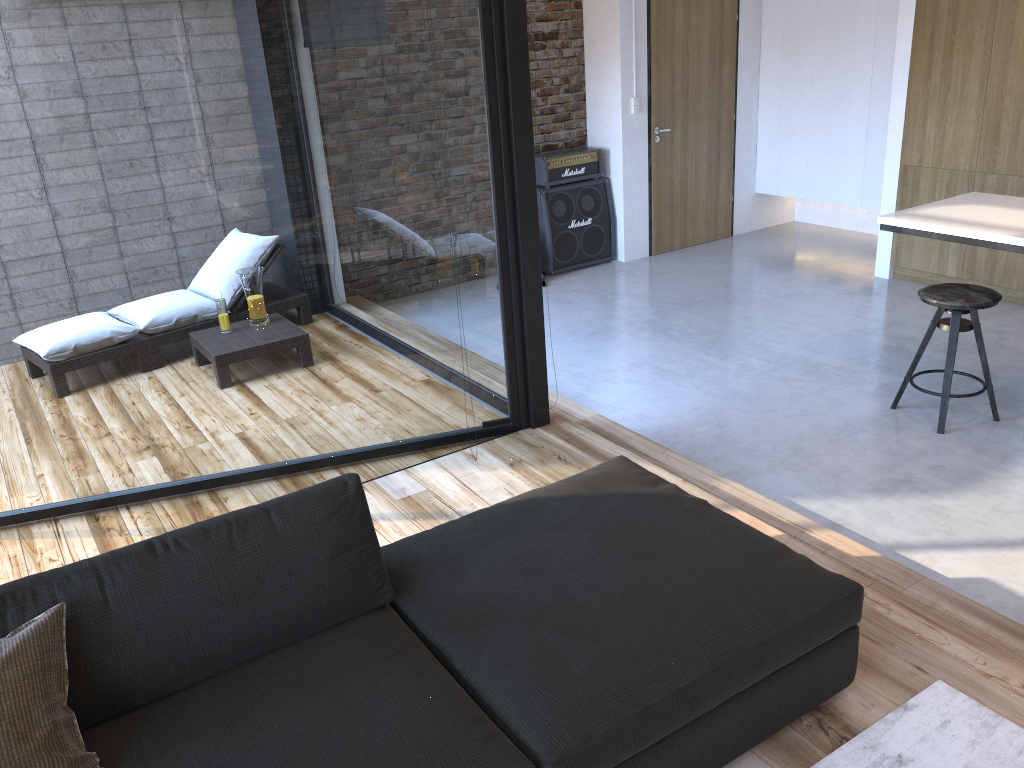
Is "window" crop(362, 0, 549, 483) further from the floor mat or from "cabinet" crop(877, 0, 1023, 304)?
the floor mat

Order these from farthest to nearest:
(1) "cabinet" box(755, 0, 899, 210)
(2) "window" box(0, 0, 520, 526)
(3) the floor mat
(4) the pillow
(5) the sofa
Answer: (1) "cabinet" box(755, 0, 899, 210)
(2) "window" box(0, 0, 520, 526)
(3) the floor mat
(5) the sofa
(4) the pillow

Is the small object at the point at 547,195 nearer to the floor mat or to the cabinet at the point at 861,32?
the cabinet at the point at 861,32

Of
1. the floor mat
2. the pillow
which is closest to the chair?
the floor mat

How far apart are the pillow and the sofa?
0.0m

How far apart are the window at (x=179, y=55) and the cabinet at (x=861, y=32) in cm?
449

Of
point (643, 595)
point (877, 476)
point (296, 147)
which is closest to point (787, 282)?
point (877, 476)

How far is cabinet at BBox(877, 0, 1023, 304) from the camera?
4.4m

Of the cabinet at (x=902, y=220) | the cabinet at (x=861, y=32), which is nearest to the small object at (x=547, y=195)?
the cabinet at (x=861, y=32)

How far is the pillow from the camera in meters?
1.7 m
